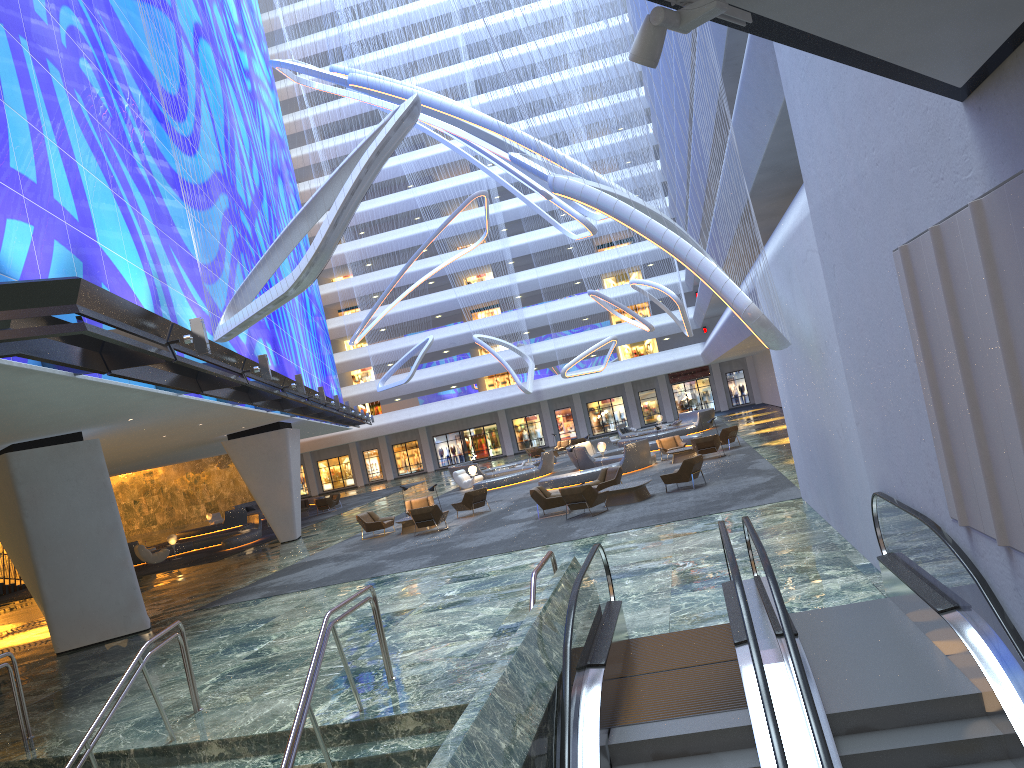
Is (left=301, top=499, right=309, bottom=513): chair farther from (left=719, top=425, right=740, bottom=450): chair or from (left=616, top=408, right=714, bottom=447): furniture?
(left=719, top=425, right=740, bottom=450): chair

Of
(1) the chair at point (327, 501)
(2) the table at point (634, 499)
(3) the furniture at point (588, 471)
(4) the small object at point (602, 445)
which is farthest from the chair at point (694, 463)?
(1) the chair at point (327, 501)

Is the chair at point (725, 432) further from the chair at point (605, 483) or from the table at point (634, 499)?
the table at point (634, 499)

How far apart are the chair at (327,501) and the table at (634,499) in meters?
24.5 m

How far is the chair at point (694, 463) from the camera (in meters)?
21.39

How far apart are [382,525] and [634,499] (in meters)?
8.41

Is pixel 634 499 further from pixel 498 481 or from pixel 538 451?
pixel 538 451

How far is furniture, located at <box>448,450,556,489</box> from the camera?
35.41m

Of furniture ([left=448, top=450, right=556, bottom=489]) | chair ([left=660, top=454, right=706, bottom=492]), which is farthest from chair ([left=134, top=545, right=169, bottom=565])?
chair ([left=660, top=454, right=706, bottom=492])

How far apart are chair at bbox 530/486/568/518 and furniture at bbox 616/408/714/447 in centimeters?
2150cm
